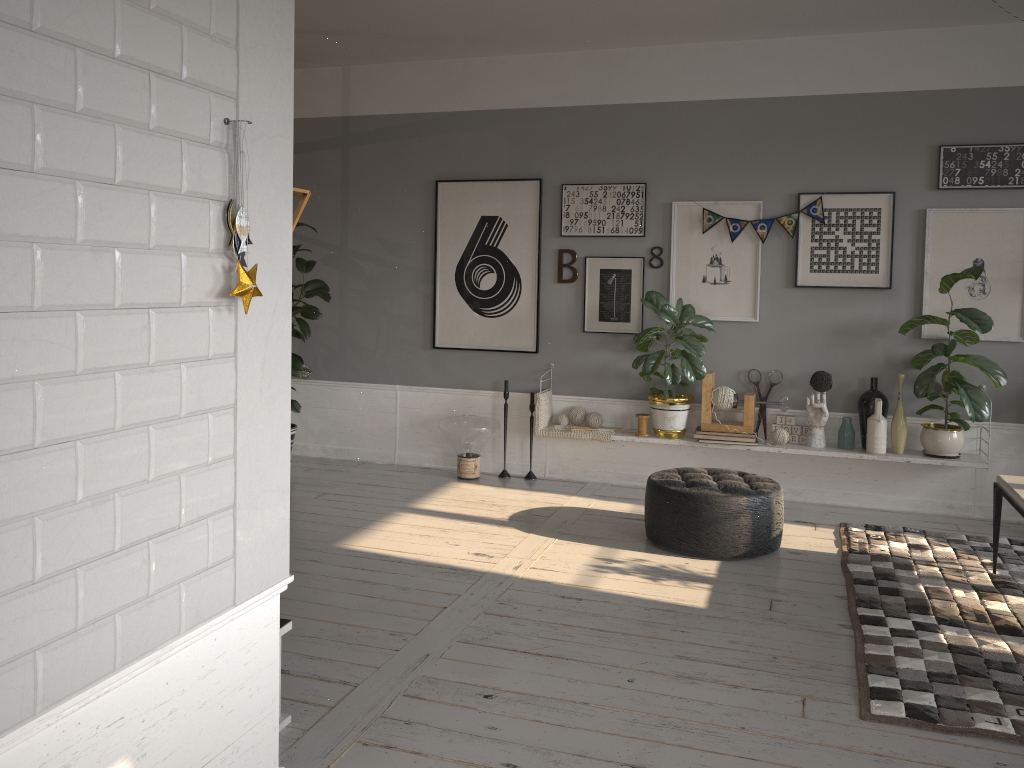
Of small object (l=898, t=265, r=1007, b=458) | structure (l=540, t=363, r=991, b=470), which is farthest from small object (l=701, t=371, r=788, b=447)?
small object (l=898, t=265, r=1007, b=458)

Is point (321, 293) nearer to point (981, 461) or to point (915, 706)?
point (981, 461)

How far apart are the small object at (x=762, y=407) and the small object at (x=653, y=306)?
0.5 meters

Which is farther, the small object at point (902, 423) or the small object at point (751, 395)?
the small object at point (751, 395)

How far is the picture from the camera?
5.3m

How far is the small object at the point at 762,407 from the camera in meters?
5.8

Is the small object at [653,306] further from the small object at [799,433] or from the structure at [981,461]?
the small object at [799,433]

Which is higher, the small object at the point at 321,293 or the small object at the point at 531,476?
the small object at the point at 321,293

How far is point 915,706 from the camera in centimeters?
294cm

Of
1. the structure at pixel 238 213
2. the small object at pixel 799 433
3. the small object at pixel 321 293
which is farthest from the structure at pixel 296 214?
the small object at pixel 799 433
